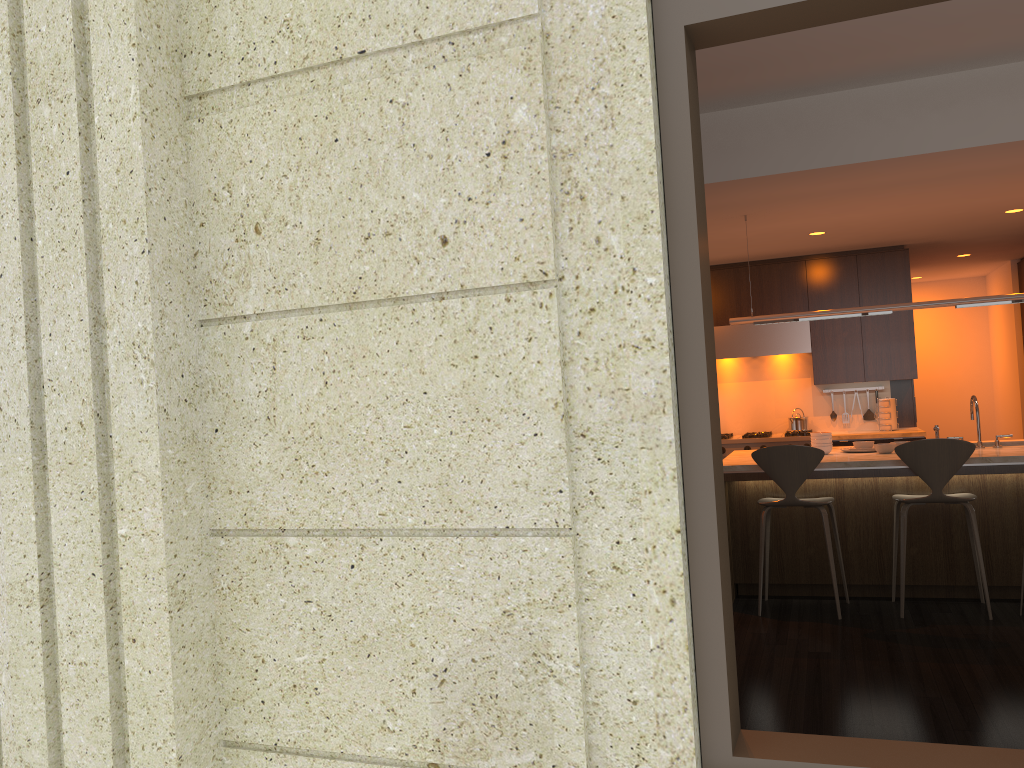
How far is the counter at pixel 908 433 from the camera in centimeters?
766cm

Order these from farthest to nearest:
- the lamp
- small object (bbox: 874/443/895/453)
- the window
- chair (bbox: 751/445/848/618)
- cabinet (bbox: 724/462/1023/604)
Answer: small object (bbox: 874/443/895/453), the lamp, cabinet (bbox: 724/462/1023/604), chair (bbox: 751/445/848/618), the window

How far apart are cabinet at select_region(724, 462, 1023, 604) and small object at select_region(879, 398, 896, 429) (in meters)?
2.66

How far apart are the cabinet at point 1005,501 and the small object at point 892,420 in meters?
2.7 m

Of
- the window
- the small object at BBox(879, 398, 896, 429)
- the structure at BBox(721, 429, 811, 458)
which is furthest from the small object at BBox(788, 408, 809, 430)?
the window

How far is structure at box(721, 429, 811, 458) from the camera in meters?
8.0 m

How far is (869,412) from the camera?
8.36m

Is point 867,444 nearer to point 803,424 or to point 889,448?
point 889,448

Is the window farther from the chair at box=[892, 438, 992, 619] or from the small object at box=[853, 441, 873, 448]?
the small object at box=[853, 441, 873, 448]

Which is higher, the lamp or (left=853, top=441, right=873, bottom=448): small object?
the lamp
